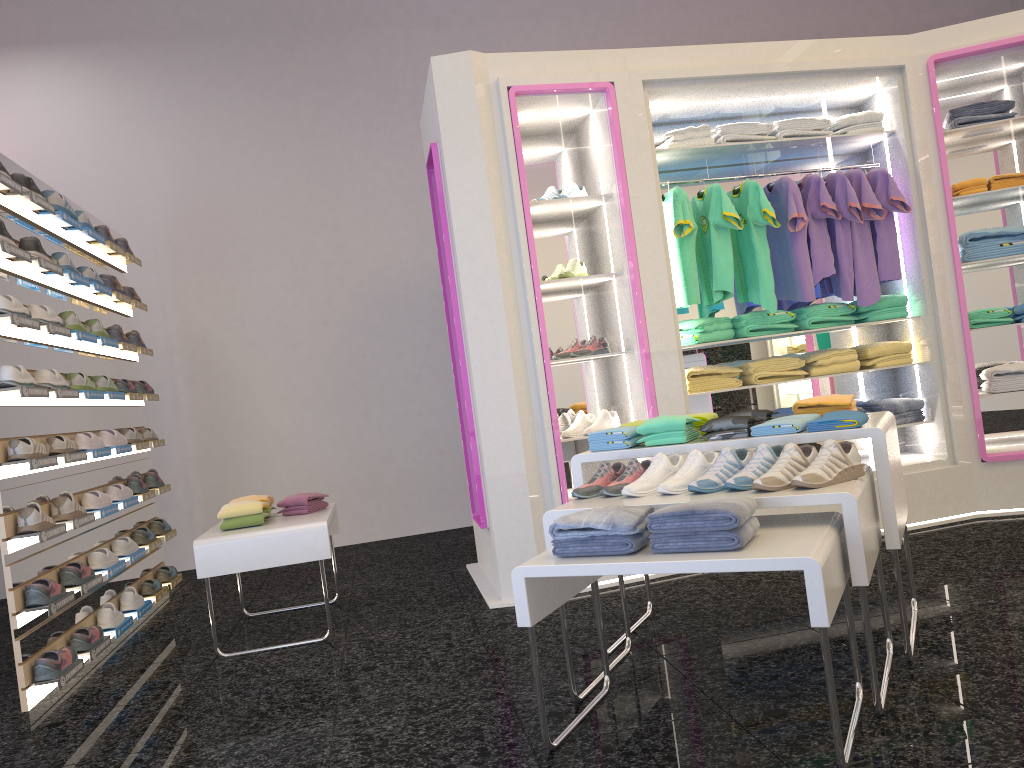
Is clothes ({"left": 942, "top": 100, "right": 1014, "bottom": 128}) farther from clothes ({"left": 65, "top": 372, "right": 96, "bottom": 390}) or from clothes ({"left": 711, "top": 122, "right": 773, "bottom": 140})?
clothes ({"left": 65, "top": 372, "right": 96, "bottom": 390})

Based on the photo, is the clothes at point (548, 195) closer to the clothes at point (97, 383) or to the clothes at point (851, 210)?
the clothes at point (851, 210)

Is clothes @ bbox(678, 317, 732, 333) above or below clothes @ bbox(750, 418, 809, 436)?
above

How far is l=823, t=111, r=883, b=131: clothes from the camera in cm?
508

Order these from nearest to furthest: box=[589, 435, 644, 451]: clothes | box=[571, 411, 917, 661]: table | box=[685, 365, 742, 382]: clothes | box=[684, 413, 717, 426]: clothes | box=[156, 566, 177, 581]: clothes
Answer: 1. box=[571, 411, 917, 661]: table
2. box=[589, 435, 644, 451]: clothes
3. box=[684, 413, 717, 426]: clothes
4. box=[685, 365, 742, 382]: clothes
5. box=[156, 566, 177, 581]: clothes

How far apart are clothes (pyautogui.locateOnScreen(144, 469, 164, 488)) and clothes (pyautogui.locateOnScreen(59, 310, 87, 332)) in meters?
1.4

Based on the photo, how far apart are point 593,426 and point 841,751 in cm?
265

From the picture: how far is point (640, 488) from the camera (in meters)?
2.90

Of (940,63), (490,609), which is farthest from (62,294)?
(940,63)

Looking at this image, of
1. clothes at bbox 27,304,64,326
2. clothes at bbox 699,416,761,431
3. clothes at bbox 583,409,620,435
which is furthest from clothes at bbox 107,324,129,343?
clothes at bbox 699,416,761,431
